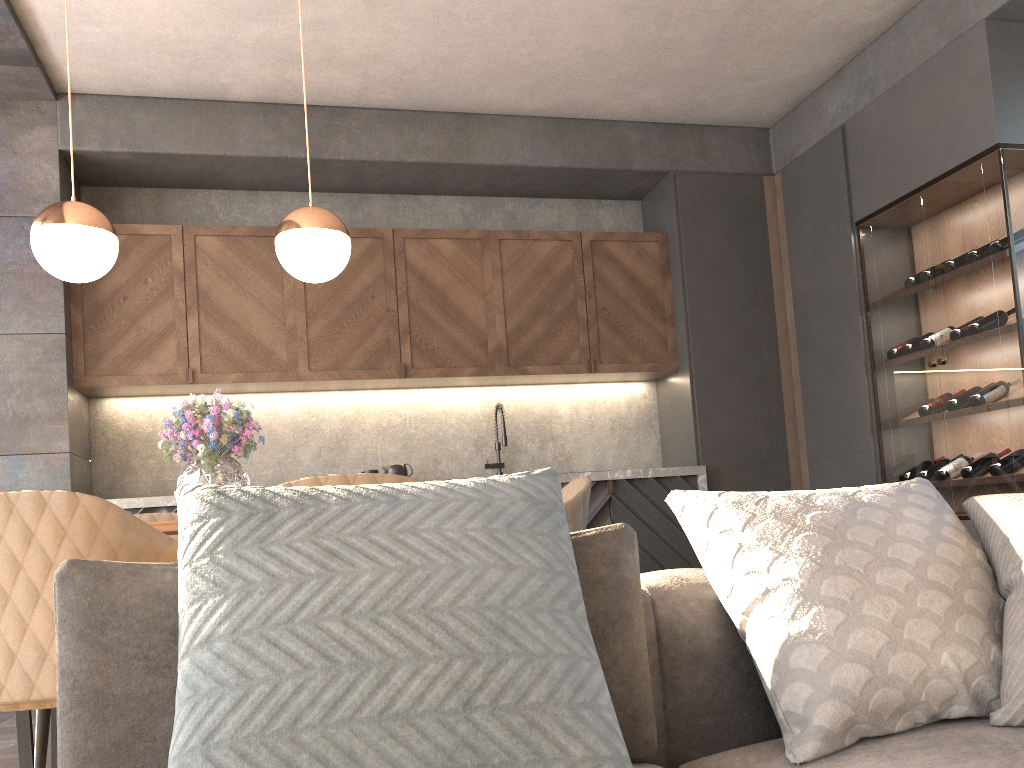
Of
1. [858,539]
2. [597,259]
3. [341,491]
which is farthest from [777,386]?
[341,491]

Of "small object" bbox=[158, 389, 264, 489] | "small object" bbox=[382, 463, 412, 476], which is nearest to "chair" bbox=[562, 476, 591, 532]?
"small object" bbox=[158, 389, 264, 489]

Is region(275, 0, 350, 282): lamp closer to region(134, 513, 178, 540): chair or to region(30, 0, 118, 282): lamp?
region(30, 0, 118, 282): lamp

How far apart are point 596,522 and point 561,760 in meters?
4.0

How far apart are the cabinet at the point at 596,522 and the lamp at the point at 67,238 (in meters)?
1.93

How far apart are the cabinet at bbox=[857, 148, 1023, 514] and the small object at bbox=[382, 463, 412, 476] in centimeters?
260cm

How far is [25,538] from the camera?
1.8 meters

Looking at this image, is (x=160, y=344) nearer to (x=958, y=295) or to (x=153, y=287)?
(x=153, y=287)

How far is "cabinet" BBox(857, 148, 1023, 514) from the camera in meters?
3.9 m

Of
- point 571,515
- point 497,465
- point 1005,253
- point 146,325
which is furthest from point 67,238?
point 1005,253
